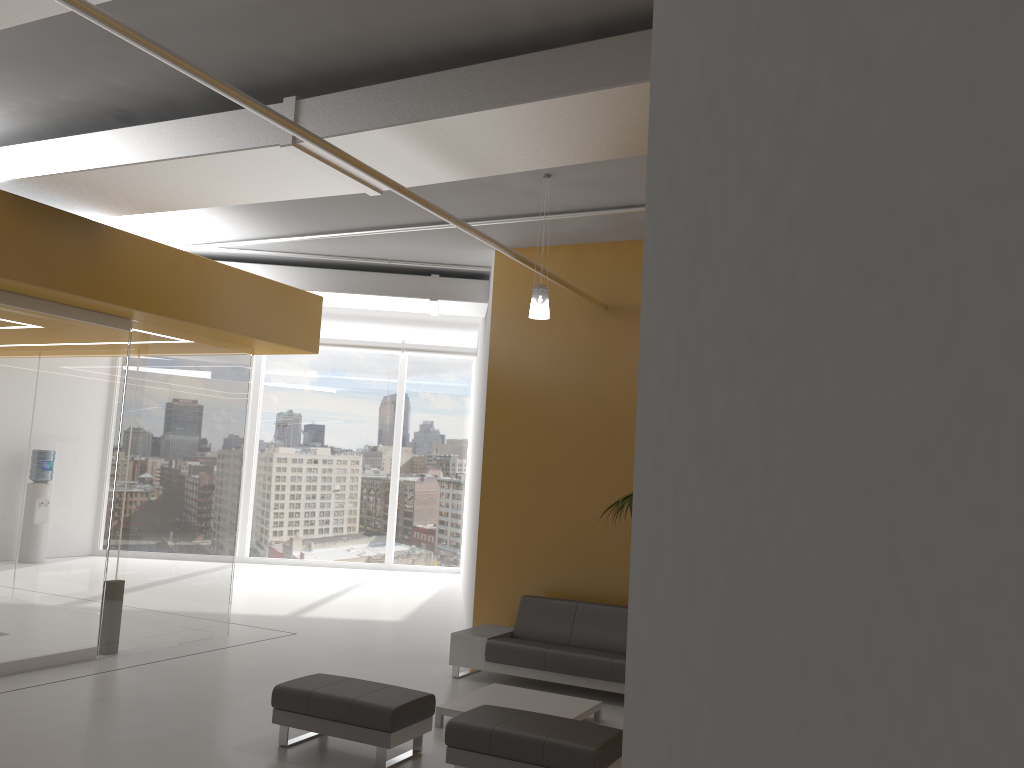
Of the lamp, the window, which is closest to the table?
the lamp

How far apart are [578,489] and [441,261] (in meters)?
3.37

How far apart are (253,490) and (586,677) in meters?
11.2 m

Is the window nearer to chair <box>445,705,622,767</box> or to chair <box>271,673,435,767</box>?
chair <box>271,673,435,767</box>

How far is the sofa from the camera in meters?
7.9 m

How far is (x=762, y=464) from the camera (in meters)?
1.05

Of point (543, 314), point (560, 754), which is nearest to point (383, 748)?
point (560, 754)

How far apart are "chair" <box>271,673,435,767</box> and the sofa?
2.07m

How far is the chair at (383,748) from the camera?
5.8 meters

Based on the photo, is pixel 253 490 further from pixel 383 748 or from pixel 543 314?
pixel 383 748
